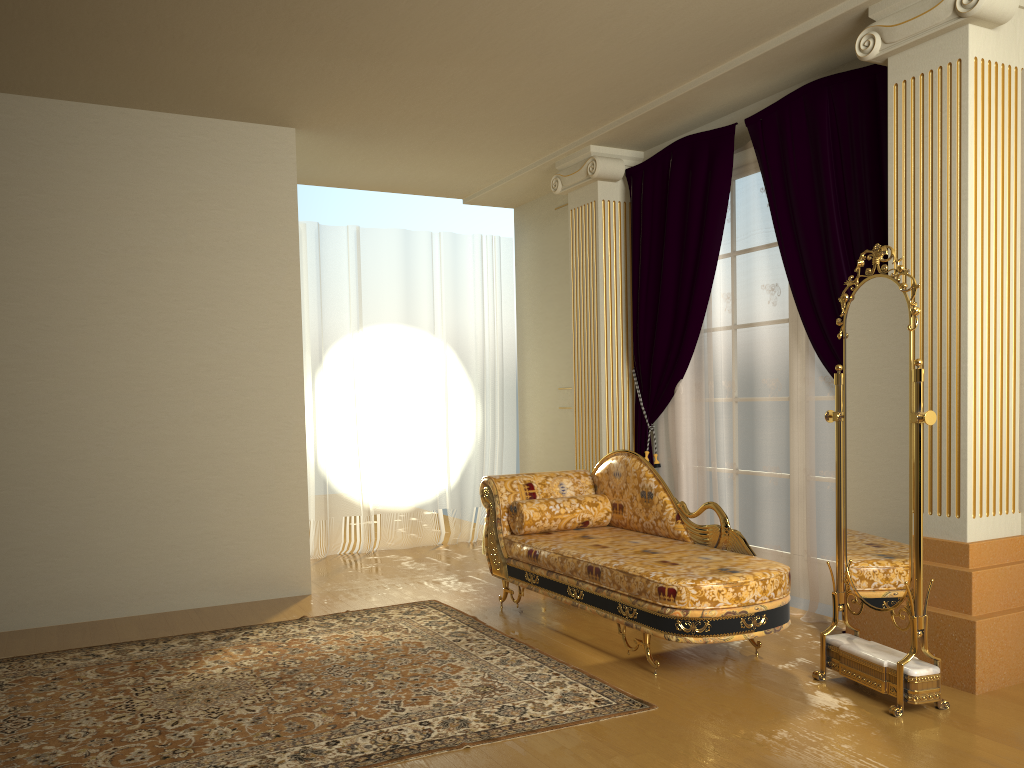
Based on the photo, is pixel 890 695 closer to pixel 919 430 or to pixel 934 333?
pixel 919 430

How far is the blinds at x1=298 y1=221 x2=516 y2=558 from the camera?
6.6m

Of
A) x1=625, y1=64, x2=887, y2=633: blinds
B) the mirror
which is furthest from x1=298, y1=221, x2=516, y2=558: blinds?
the mirror

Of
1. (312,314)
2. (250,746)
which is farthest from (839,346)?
(312,314)

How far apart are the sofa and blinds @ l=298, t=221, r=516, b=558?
2.07m

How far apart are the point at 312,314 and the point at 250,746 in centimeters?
410cm

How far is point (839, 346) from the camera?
4.2 meters

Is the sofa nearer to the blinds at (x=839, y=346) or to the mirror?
the mirror

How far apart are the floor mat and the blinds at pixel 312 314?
1.9 meters

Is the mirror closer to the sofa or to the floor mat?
the sofa
